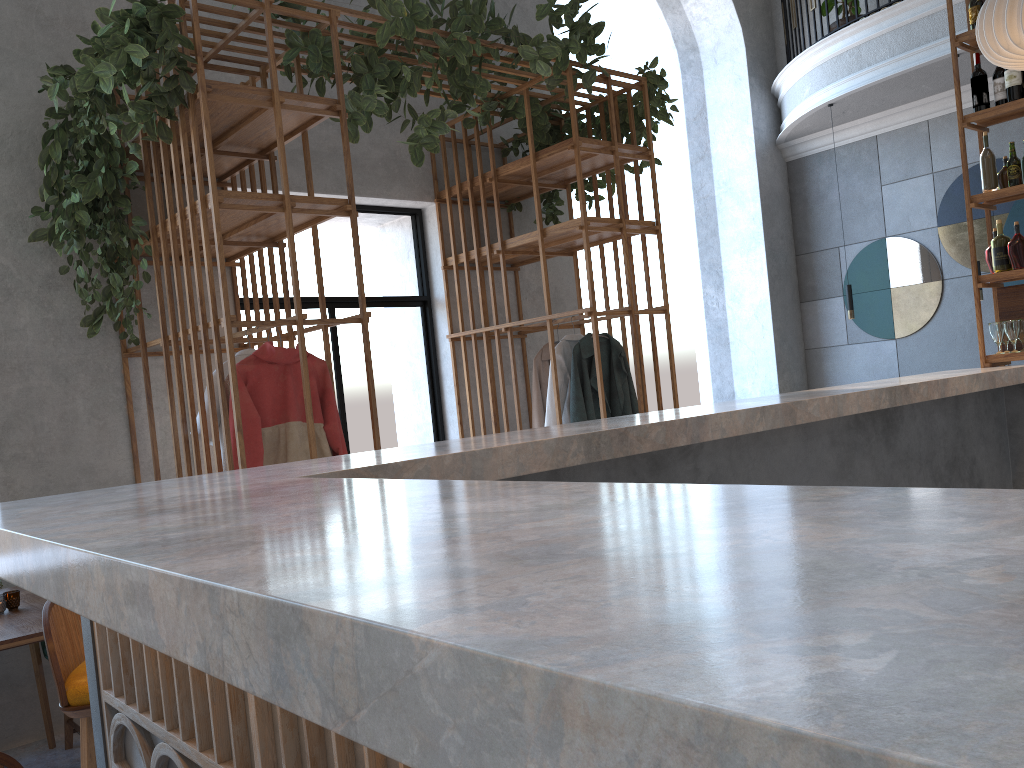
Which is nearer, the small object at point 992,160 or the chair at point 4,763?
the chair at point 4,763

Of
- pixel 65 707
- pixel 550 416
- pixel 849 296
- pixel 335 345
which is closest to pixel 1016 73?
pixel 849 296

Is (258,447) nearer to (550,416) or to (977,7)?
(550,416)

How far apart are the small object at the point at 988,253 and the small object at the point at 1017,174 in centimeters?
38cm

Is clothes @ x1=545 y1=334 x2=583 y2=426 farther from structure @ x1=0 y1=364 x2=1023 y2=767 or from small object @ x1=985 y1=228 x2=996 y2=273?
small object @ x1=985 y1=228 x2=996 y2=273

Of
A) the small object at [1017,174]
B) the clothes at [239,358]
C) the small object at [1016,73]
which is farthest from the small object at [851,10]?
the clothes at [239,358]

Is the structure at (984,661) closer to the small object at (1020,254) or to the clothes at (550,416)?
the small object at (1020,254)

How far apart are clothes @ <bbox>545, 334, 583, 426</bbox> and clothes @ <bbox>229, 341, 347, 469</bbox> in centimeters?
154cm

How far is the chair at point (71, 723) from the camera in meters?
3.9 m

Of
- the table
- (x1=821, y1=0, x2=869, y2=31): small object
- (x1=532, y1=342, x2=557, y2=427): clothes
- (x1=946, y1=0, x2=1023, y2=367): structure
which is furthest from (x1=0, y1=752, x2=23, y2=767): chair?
(x1=821, y1=0, x2=869, y2=31): small object
